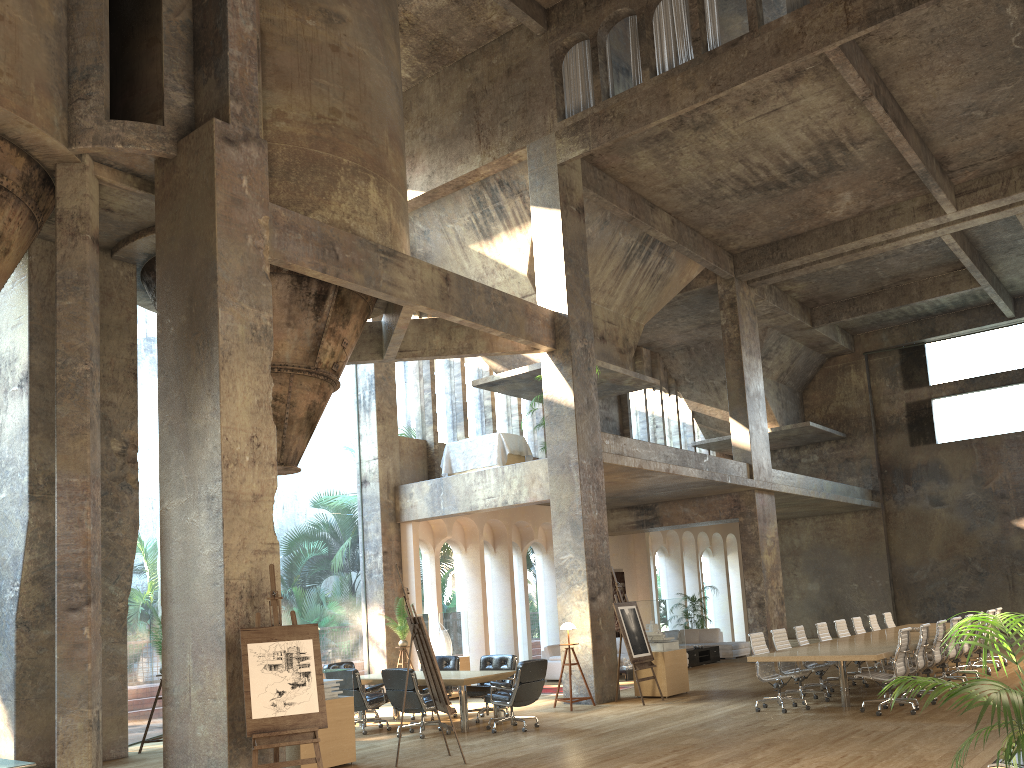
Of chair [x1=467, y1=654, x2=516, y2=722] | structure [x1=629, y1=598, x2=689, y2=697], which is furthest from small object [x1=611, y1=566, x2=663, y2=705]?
chair [x1=467, y1=654, x2=516, y2=722]

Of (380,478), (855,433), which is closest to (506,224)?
(380,478)

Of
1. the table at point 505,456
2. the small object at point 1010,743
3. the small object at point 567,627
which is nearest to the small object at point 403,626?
the table at point 505,456

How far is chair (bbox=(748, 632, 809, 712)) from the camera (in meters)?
11.29

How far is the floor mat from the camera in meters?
15.4 m

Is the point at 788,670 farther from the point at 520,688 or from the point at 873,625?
the point at 873,625

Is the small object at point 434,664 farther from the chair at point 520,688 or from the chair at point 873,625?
the chair at point 873,625

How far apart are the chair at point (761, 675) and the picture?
11.2 meters

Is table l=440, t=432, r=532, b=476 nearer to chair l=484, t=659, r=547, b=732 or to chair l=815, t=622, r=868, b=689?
chair l=484, t=659, r=547, b=732

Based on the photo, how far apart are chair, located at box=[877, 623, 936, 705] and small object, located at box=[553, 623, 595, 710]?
4.3 meters
